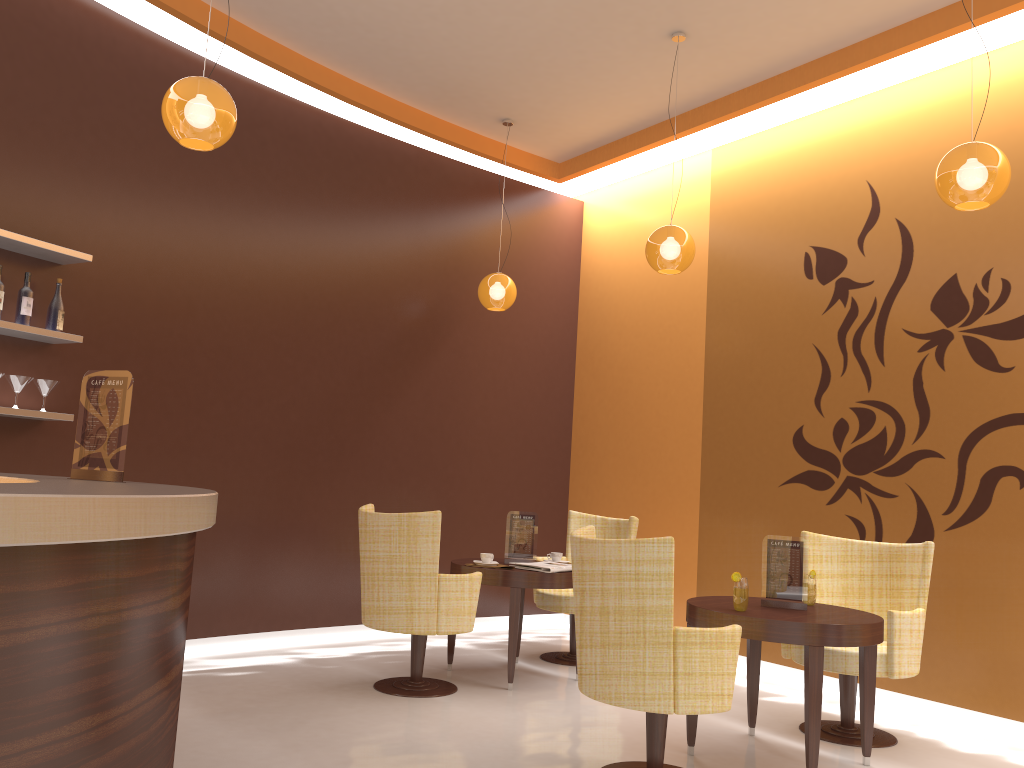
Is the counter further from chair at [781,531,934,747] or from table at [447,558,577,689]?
chair at [781,531,934,747]

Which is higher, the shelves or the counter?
the shelves

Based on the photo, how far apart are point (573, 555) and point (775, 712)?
2.1m

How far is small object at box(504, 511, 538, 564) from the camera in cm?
567

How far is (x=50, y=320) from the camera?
4.7m

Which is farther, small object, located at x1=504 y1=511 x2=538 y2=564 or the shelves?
small object, located at x1=504 y1=511 x2=538 y2=564

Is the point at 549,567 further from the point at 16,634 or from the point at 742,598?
the point at 16,634

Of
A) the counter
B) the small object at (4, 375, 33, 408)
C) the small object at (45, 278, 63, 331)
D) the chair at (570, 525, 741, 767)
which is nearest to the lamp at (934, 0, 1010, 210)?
the chair at (570, 525, 741, 767)

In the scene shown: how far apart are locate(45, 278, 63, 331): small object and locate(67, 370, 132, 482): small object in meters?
1.6 m

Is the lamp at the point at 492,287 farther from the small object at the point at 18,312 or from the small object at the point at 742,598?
the small object at the point at 742,598
